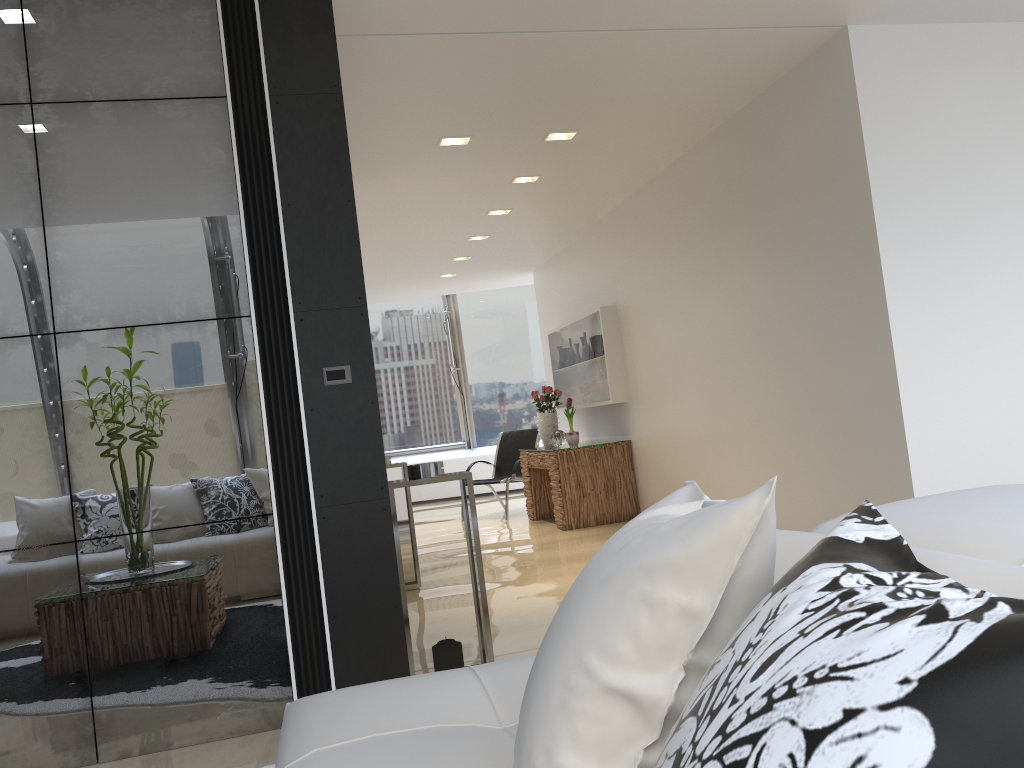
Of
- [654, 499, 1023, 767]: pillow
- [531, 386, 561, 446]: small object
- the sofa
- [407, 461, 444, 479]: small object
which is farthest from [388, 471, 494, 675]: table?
[531, 386, 561, 446]: small object

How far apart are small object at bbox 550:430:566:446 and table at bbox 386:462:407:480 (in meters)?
2.90

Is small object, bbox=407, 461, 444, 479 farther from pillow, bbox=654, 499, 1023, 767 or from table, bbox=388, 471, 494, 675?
pillow, bbox=654, 499, 1023, 767

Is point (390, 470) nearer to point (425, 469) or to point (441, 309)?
point (425, 469)

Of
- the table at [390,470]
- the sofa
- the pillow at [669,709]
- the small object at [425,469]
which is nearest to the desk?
the table at [390,470]

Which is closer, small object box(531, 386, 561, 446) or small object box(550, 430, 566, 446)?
small object box(550, 430, 566, 446)

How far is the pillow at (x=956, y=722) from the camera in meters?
0.5

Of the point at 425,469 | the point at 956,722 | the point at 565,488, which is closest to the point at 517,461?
the point at 565,488

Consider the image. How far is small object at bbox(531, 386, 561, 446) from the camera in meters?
9.3

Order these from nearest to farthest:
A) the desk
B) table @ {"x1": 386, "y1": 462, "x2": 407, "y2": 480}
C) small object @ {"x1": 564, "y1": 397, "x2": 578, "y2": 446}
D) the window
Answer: table @ {"x1": 386, "y1": 462, "x2": 407, "y2": 480} < the desk < small object @ {"x1": 564, "y1": 397, "x2": 578, "y2": 446} < the window
